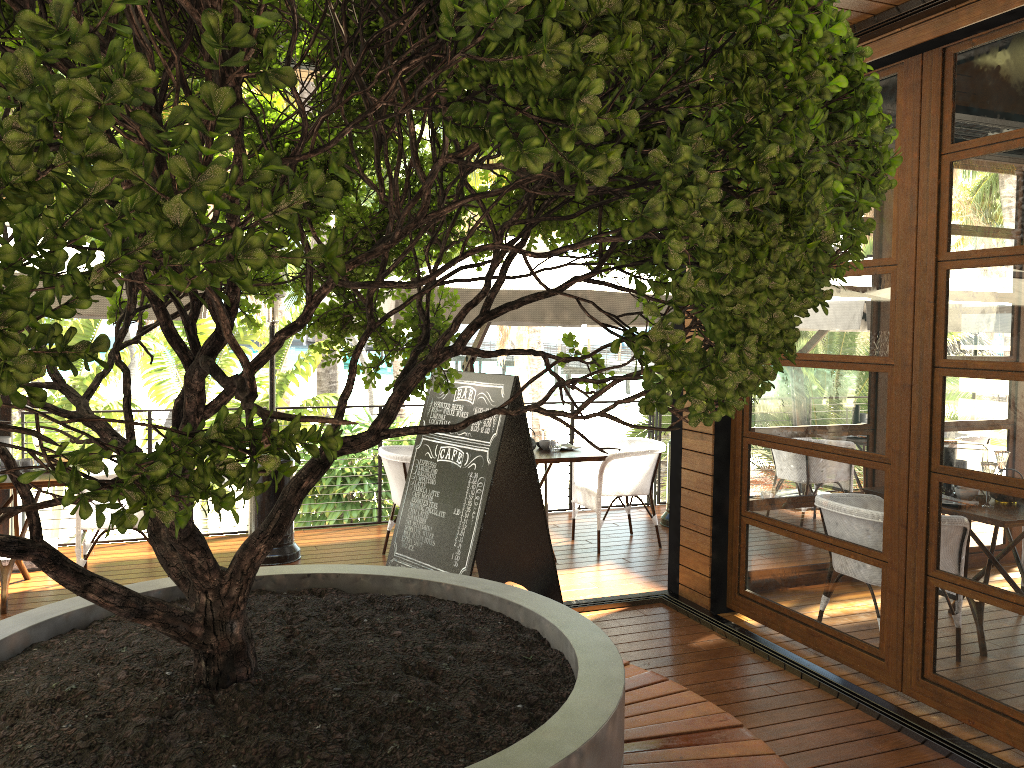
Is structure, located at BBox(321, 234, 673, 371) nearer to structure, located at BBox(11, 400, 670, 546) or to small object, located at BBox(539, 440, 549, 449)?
small object, located at BBox(539, 440, 549, 449)

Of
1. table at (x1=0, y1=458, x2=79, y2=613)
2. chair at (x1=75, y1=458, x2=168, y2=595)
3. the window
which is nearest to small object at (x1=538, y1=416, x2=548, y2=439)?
the window

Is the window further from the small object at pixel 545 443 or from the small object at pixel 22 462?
the small object at pixel 22 462

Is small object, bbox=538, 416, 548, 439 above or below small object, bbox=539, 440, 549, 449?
above

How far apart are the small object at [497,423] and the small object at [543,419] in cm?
160

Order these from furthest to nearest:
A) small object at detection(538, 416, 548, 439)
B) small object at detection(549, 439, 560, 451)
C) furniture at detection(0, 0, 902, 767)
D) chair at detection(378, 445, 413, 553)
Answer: small object at detection(538, 416, 548, 439), small object at detection(549, 439, 560, 451), chair at detection(378, 445, 413, 553), furniture at detection(0, 0, 902, 767)

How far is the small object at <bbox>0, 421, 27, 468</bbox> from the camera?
5.4m

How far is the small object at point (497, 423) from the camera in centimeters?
448cm

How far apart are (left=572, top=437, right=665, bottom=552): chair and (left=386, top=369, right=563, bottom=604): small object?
1.4 meters

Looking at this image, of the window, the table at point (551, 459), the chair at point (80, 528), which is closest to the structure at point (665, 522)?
the table at point (551, 459)
